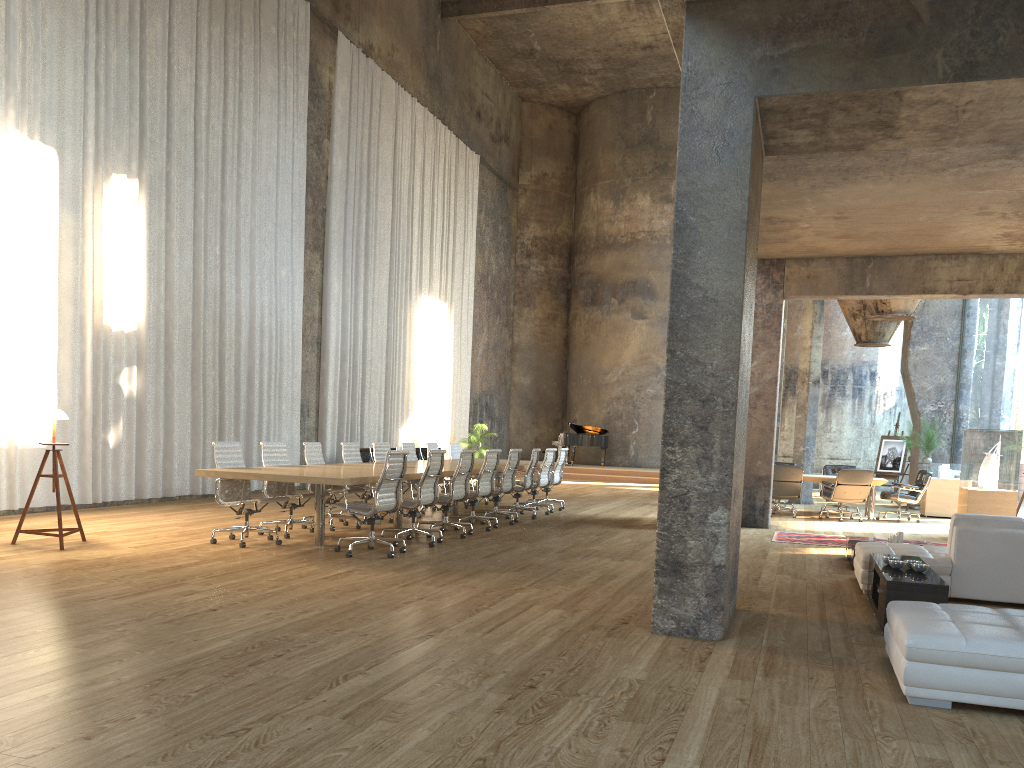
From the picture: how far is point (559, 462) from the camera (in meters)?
14.34

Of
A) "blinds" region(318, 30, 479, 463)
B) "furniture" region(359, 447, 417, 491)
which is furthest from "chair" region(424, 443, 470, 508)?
"blinds" region(318, 30, 479, 463)

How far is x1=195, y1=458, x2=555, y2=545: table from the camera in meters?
8.0

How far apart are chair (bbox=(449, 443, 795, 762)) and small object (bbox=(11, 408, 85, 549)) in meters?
7.3

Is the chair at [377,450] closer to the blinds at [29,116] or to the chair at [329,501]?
the chair at [329,501]

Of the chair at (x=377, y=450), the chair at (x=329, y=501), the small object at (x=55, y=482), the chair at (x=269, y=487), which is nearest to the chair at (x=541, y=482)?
the chair at (x=377, y=450)

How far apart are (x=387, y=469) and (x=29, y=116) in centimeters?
663cm

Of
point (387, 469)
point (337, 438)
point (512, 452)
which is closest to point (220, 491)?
point (387, 469)

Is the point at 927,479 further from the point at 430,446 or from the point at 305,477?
the point at 305,477

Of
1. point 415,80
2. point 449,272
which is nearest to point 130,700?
point 415,80
